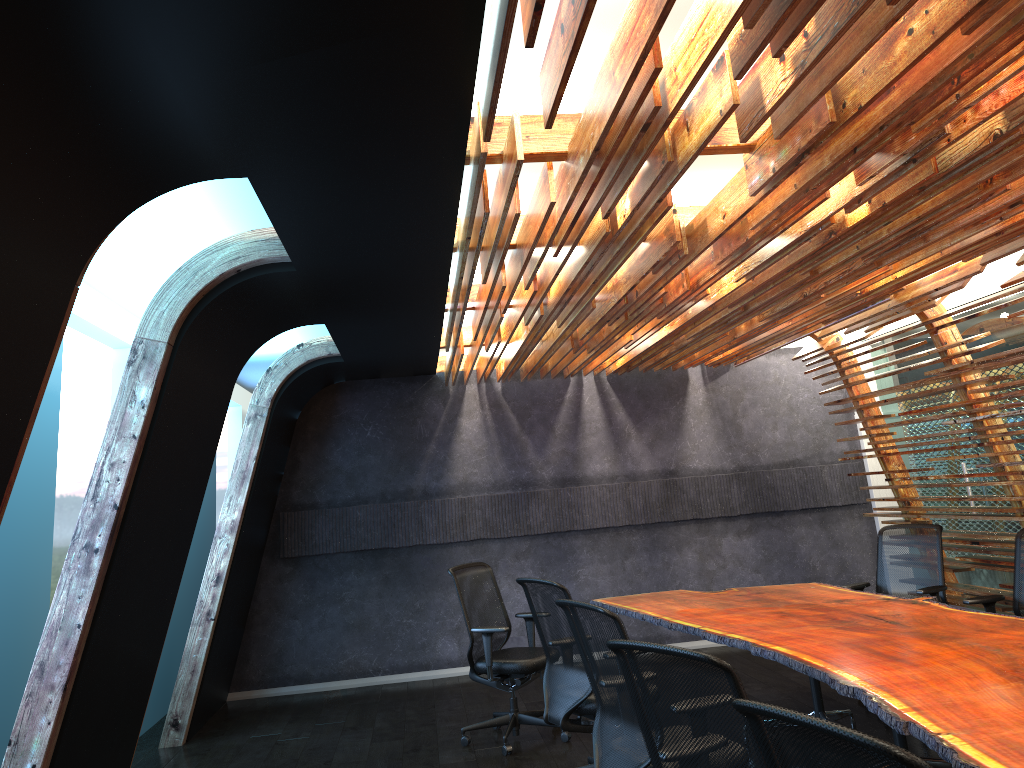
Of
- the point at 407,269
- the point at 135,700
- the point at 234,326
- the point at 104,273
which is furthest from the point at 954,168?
the point at 104,273

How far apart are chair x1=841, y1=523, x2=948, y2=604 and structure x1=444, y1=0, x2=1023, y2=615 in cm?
46

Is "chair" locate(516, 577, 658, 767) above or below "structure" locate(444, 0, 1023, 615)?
below

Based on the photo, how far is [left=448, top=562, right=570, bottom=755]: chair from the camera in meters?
6.5 m

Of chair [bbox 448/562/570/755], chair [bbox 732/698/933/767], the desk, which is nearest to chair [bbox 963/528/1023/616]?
the desk

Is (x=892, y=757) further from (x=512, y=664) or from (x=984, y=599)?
(x=512, y=664)

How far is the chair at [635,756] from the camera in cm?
394

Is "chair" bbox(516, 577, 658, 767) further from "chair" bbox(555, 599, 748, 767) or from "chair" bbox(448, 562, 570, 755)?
"chair" bbox(448, 562, 570, 755)

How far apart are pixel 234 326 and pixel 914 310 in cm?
499

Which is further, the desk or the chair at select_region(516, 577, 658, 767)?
the chair at select_region(516, 577, 658, 767)
